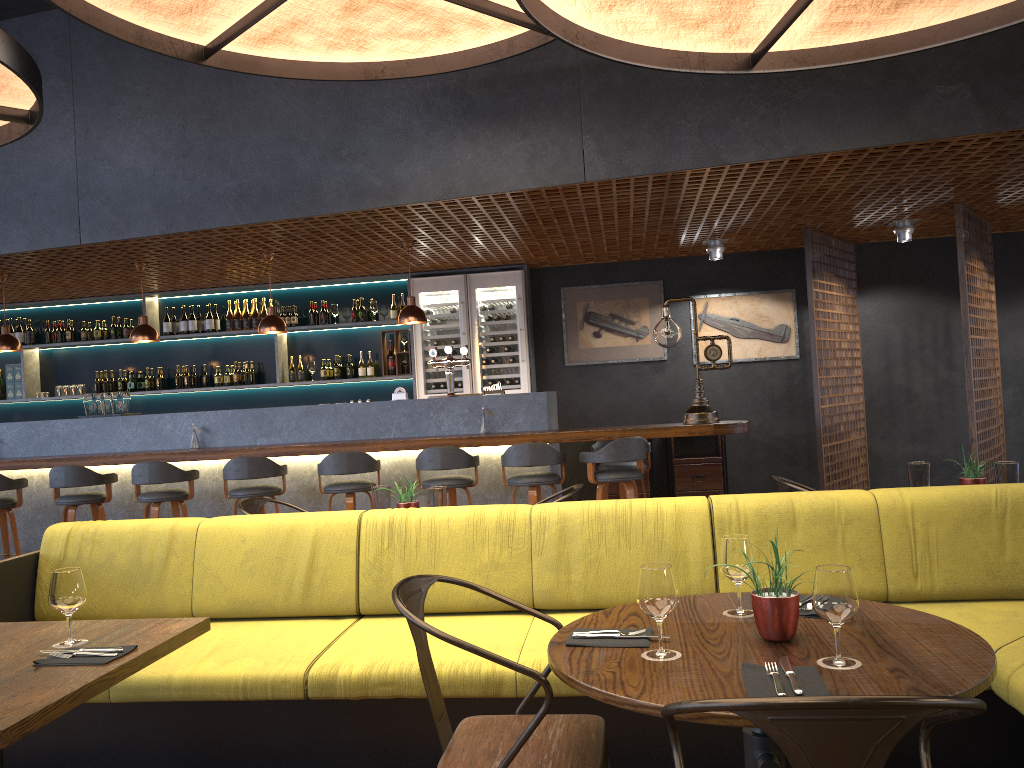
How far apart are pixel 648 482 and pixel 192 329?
5.04m

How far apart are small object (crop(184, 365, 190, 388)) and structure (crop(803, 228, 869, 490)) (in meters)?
6.33

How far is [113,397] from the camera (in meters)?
7.54

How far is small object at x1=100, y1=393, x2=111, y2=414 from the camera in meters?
7.6

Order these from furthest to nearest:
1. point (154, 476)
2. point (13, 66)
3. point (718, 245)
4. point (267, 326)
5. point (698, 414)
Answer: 1. point (718, 245)
2. point (267, 326)
3. point (154, 476)
4. point (698, 414)
5. point (13, 66)

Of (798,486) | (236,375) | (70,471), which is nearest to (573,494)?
(798,486)

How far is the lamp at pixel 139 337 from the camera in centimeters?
752cm

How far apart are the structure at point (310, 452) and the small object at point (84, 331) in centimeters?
67cm

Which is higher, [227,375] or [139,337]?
[139,337]

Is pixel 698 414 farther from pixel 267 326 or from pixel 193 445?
pixel 193 445
